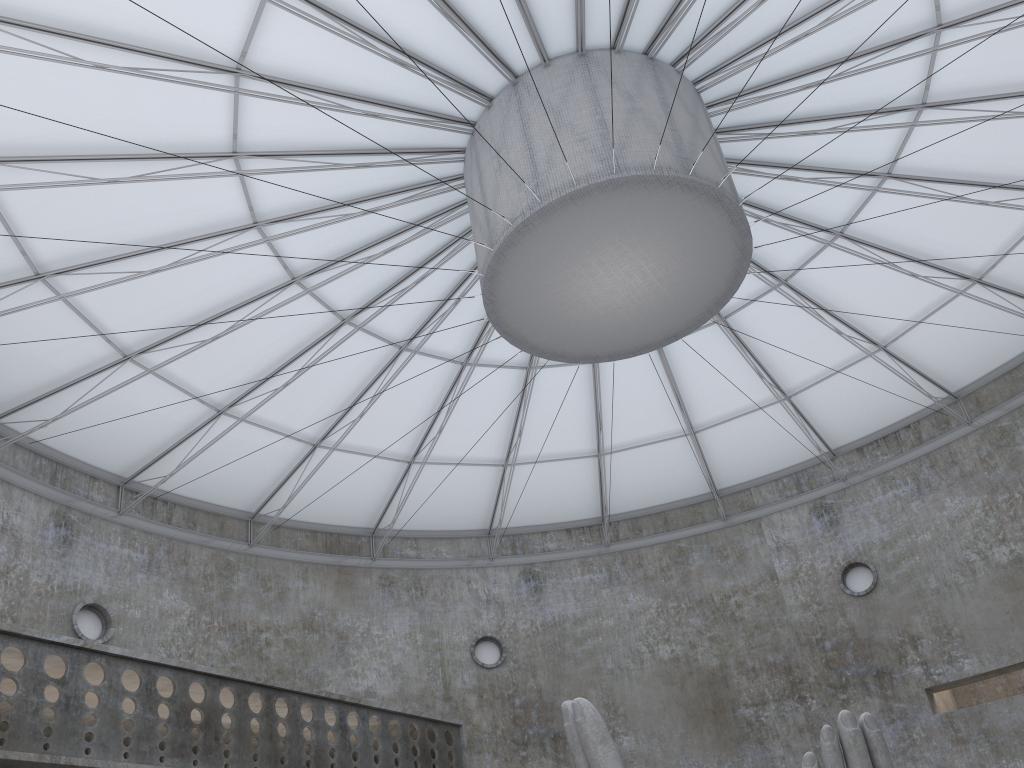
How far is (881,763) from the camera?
14.0 meters

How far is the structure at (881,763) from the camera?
14.0 meters

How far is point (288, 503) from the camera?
34.3 meters

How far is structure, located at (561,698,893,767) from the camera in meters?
14.0 m
